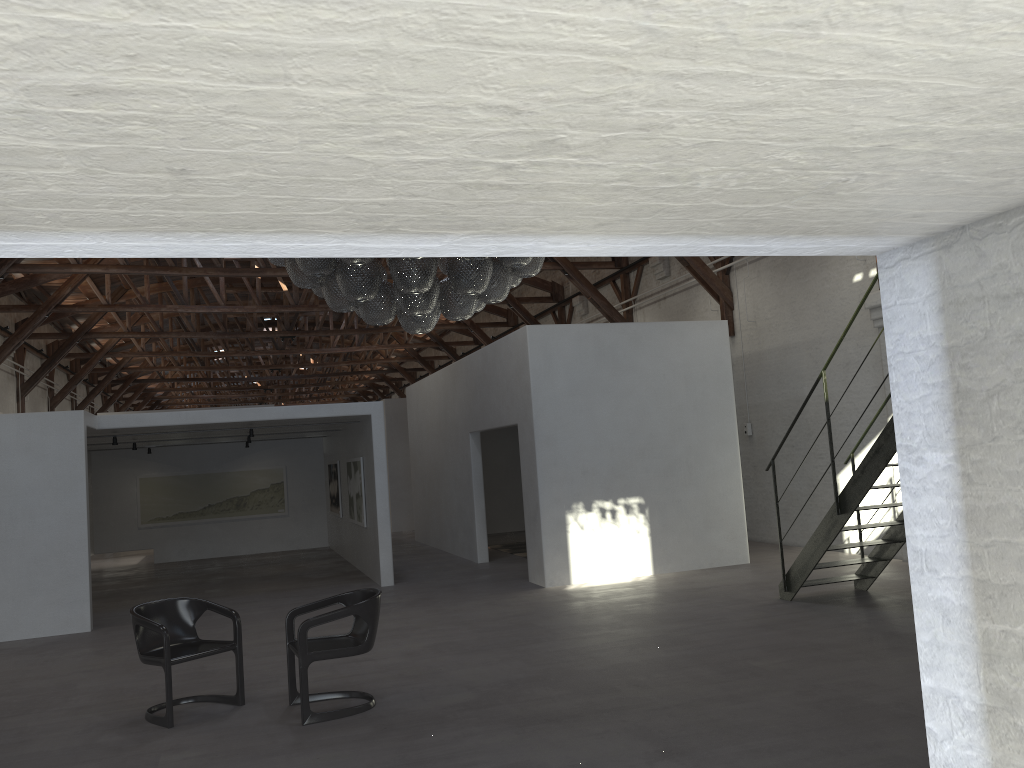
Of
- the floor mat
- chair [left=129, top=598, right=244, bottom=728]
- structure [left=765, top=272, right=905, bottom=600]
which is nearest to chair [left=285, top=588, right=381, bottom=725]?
chair [left=129, top=598, right=244, bottom=728]

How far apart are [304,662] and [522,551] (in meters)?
9.40

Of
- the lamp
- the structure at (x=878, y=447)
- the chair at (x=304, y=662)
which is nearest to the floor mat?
the structure at (x=878, y=447)

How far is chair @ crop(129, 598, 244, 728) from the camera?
5.9 meters

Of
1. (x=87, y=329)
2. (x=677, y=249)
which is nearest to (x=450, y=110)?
(x=677, y=249)

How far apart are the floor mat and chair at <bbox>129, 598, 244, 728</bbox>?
8.51m

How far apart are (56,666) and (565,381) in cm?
629

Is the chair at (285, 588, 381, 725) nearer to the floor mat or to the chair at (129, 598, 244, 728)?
the chair at (129, 598, 244, 728)

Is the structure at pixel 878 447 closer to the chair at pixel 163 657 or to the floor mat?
the chair at pixel 163 657

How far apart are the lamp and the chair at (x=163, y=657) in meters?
2.4 m
